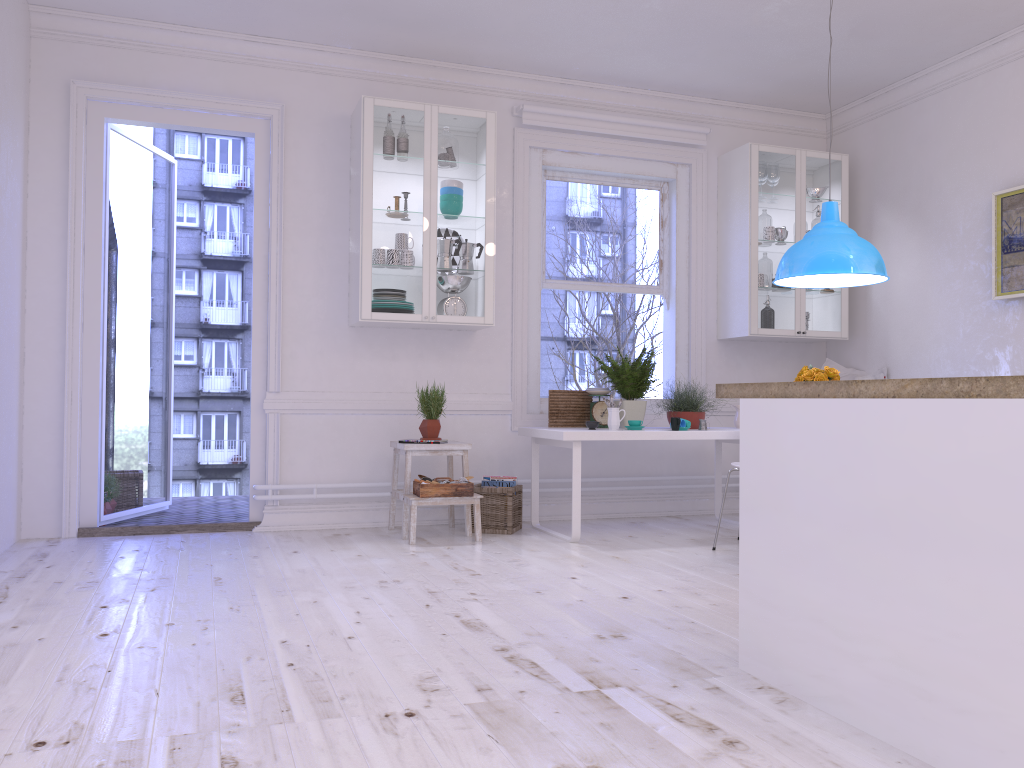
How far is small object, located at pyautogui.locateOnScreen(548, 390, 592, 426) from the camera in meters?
5.6

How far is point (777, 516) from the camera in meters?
2.5 m

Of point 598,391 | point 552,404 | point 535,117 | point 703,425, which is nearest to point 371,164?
point 535,117

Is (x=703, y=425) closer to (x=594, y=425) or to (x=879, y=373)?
(x=594, y=425)

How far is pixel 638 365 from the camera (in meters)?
5.40

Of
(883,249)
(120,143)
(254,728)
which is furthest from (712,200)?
(254,728)

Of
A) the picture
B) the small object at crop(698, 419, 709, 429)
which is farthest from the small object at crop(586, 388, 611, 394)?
the picture

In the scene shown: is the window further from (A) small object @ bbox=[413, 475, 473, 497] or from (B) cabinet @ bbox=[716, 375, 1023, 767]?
(B) cabinet @ bbox=[716, 375, 1023, 767]

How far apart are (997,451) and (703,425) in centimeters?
347cm

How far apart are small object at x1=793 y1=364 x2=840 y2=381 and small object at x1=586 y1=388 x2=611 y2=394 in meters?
1.4
